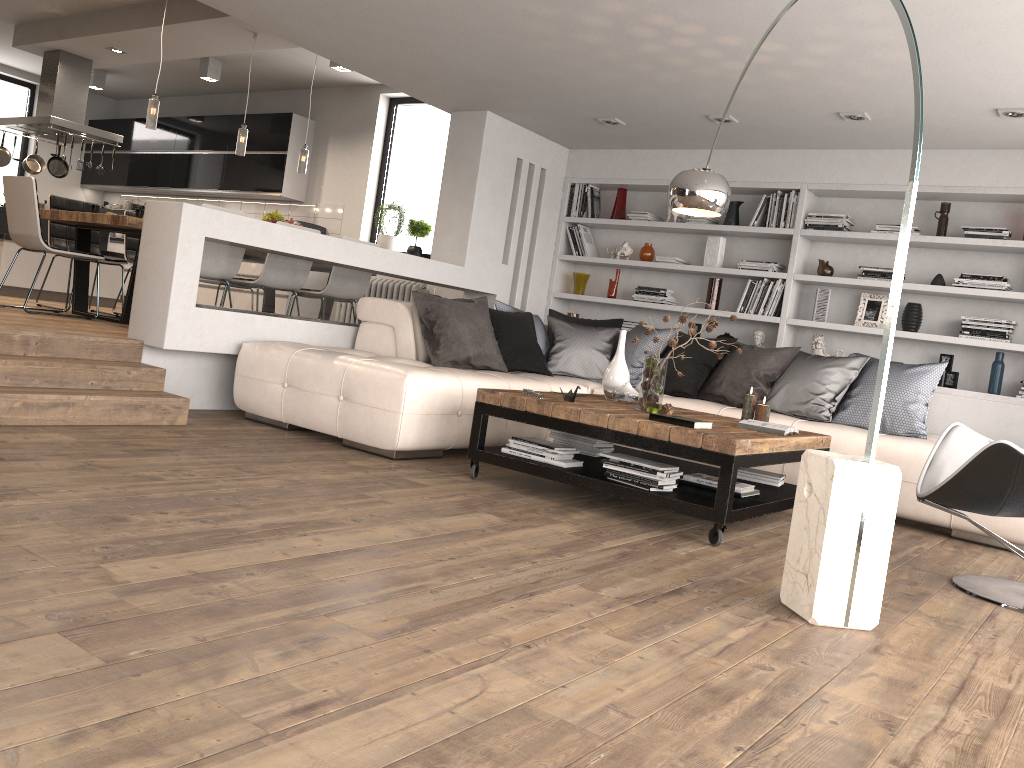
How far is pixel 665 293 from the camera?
7.3m

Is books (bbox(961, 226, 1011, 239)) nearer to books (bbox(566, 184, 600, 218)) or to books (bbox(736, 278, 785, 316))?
books (bbox(736, 278, 785, 316))

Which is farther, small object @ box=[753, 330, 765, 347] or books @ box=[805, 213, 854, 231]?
small object @ box=[753, 330, 765, 347]

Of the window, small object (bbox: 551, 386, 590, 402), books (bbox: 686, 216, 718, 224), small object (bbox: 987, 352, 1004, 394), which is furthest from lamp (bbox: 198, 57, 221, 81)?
small object (bbox: 987, 352, 1004, 394)

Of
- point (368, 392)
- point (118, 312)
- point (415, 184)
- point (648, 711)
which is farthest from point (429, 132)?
point (648, 711)

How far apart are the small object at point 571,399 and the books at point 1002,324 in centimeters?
330cm

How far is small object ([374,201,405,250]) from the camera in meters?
9.1

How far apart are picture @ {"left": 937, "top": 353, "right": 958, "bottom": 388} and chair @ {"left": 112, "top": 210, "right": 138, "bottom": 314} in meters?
6.6 m

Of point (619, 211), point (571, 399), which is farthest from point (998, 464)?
point (619, 211)

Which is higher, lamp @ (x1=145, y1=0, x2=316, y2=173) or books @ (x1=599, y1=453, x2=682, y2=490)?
lamp @ (x1=145, y1=0, x2=316, y2=173)
